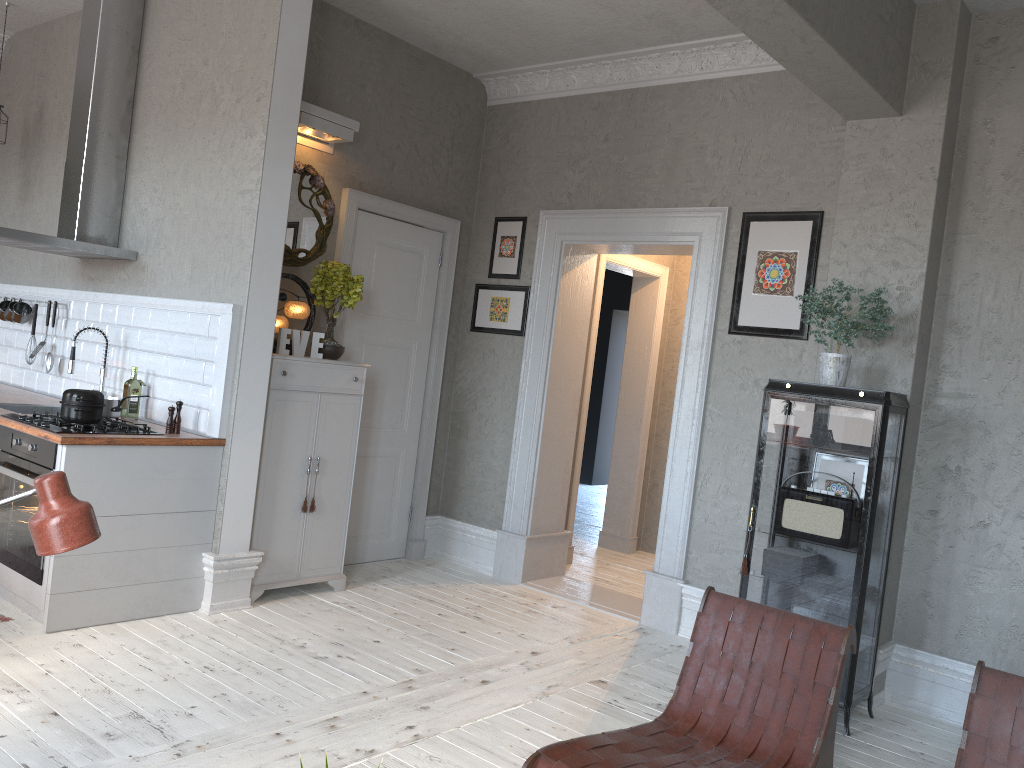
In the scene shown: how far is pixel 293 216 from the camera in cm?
505

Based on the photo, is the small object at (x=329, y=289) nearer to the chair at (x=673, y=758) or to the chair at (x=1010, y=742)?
the chair at (x=673, y=758)

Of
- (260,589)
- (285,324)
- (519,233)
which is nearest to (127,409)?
(285,324)

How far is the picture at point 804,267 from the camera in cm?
459

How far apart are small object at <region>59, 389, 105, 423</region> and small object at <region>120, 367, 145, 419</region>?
0.6 meters

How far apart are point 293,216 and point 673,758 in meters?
3.7

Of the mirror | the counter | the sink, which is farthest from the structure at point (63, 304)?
the mirror

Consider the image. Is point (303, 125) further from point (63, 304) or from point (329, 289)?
point (63, 304)

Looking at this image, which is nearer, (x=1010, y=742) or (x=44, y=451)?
(x=1010, y=742)

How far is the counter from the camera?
3.9m
